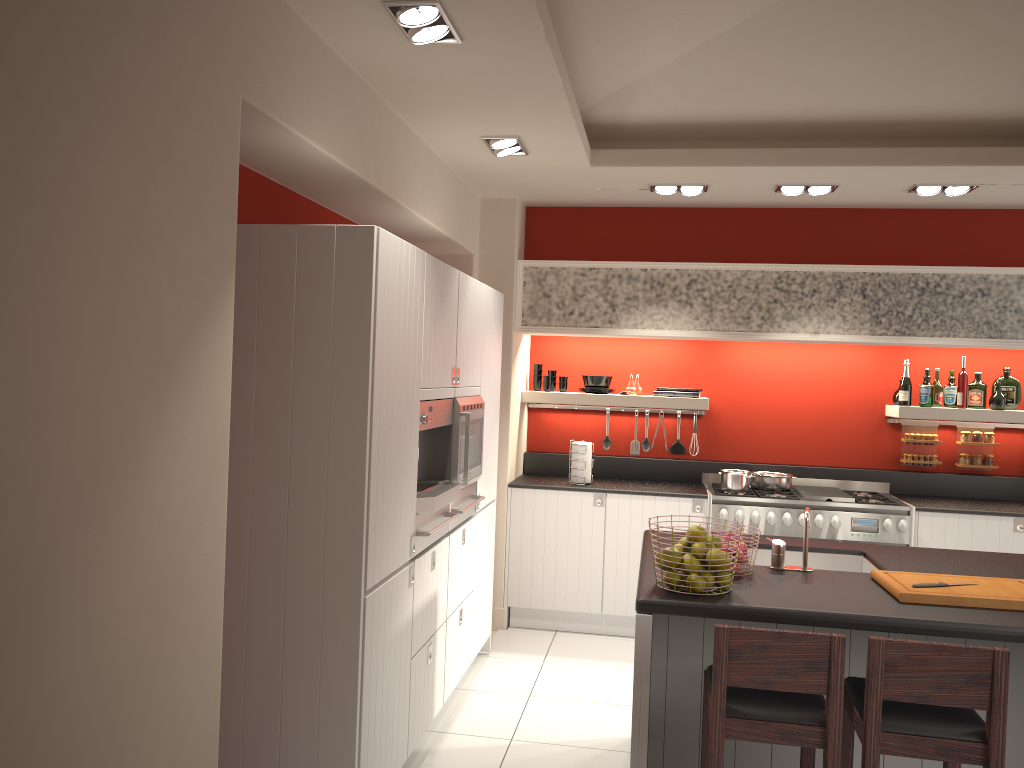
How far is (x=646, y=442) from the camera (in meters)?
6.78

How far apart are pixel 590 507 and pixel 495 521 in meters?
0.7 m

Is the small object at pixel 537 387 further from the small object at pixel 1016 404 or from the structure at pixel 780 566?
the structure at pixel 780 566

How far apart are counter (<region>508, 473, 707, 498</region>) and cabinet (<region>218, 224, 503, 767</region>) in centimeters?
72cm

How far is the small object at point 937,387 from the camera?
6.3m

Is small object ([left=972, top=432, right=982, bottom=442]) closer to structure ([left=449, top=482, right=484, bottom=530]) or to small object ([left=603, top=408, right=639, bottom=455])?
small object ([left=603, top=408, right=639, bottom=455])

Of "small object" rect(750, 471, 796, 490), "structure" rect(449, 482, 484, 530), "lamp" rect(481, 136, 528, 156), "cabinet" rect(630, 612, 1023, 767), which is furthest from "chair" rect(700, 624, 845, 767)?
"small object" rect(750, 471, 796, 490)

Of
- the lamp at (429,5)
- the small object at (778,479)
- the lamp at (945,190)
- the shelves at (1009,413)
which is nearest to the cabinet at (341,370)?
the lamp at (429,5)

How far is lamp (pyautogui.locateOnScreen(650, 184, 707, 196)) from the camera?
5.7 meters

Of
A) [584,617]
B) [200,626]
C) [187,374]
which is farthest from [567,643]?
[187,374]
